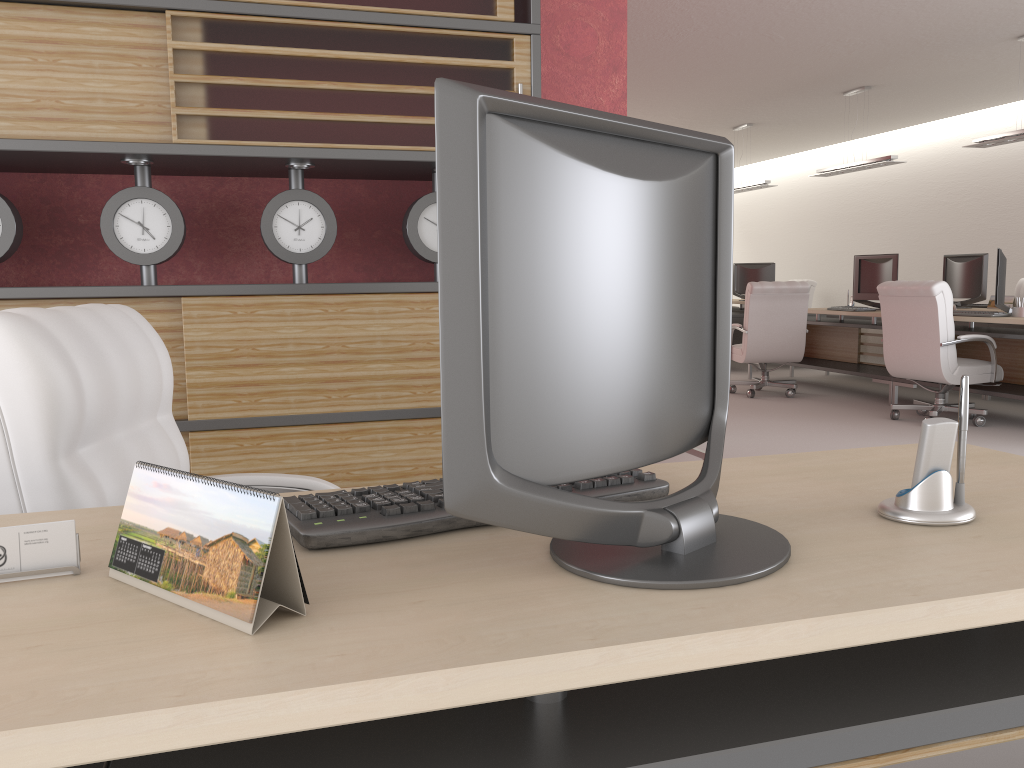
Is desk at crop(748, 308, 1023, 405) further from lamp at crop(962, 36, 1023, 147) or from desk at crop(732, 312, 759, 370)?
lamp at crop(962, 36, 1023, 147)

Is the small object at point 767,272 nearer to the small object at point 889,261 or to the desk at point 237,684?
the small object at point 889,261

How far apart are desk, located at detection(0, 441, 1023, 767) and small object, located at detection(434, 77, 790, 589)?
0.01m

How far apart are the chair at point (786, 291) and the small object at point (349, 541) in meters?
10.7 m

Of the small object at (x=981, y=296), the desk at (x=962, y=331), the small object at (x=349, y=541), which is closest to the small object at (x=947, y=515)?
the small object at (x=349, y=541)

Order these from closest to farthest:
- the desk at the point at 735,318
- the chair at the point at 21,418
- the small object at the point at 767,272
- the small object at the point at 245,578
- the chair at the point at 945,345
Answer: the small object at the point at 245,578
the chair at the point at 21,418
the chair at the point at 945,345
the desk at the point at 735,318
the small object at the point at 767,272

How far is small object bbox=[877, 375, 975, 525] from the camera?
1.7 meters

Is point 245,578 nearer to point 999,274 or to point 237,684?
point 237,684

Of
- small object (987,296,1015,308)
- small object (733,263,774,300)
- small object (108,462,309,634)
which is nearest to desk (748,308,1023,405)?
small object (987,296,1015,308)

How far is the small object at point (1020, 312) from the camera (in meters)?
9.93
